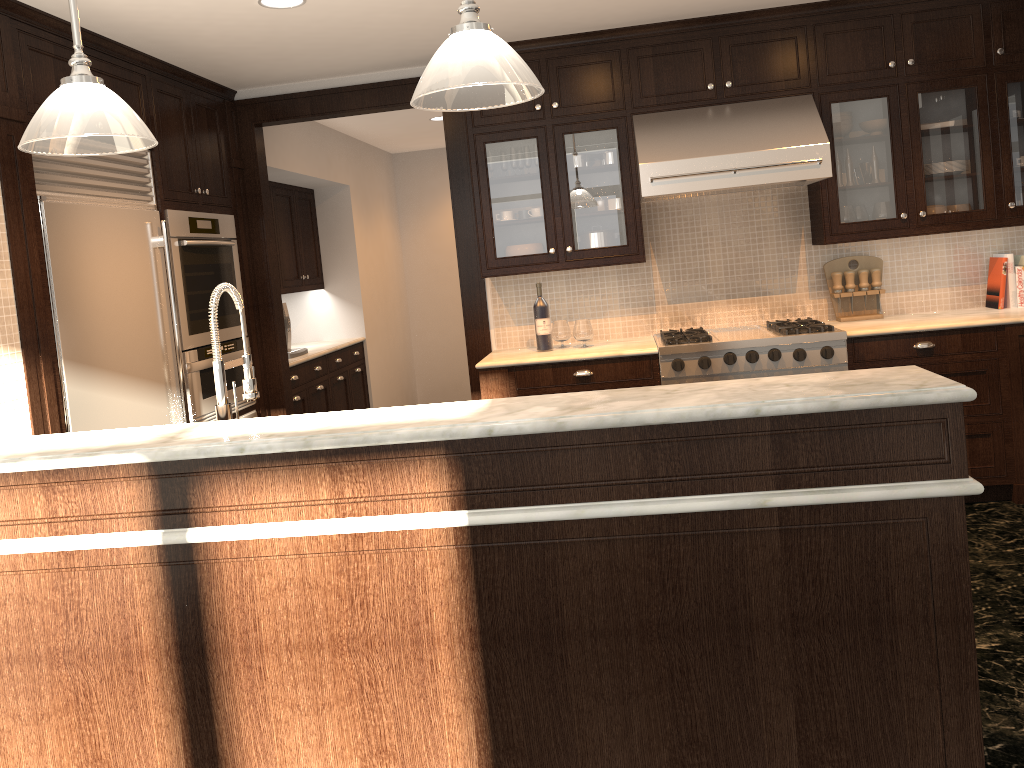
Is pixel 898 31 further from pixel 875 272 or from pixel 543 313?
pixel 543 313

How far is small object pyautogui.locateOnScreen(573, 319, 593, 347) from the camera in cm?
475

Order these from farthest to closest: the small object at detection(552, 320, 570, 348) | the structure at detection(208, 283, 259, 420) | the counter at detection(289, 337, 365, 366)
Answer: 1. the counter at detection(289, 337, 365, 366)
2. the small object at detection(552, 320, 570, 348)
3. the structure at detection(208, 283, 259, 420)

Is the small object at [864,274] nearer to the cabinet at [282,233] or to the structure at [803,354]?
the structure at [803,354]

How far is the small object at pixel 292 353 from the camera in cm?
598

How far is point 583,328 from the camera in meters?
4.8 m

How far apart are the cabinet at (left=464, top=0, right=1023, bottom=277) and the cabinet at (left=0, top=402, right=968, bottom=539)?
3.0m

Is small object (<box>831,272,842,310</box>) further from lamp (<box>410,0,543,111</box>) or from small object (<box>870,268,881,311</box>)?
lamp (<box>410,0,543,111</box>)

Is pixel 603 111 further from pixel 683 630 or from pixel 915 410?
pixel 683 630

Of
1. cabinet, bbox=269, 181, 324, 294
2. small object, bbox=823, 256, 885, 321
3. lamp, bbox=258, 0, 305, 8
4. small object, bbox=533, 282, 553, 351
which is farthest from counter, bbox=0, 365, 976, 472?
cabinet, bbox=269, 181, 324, 294
